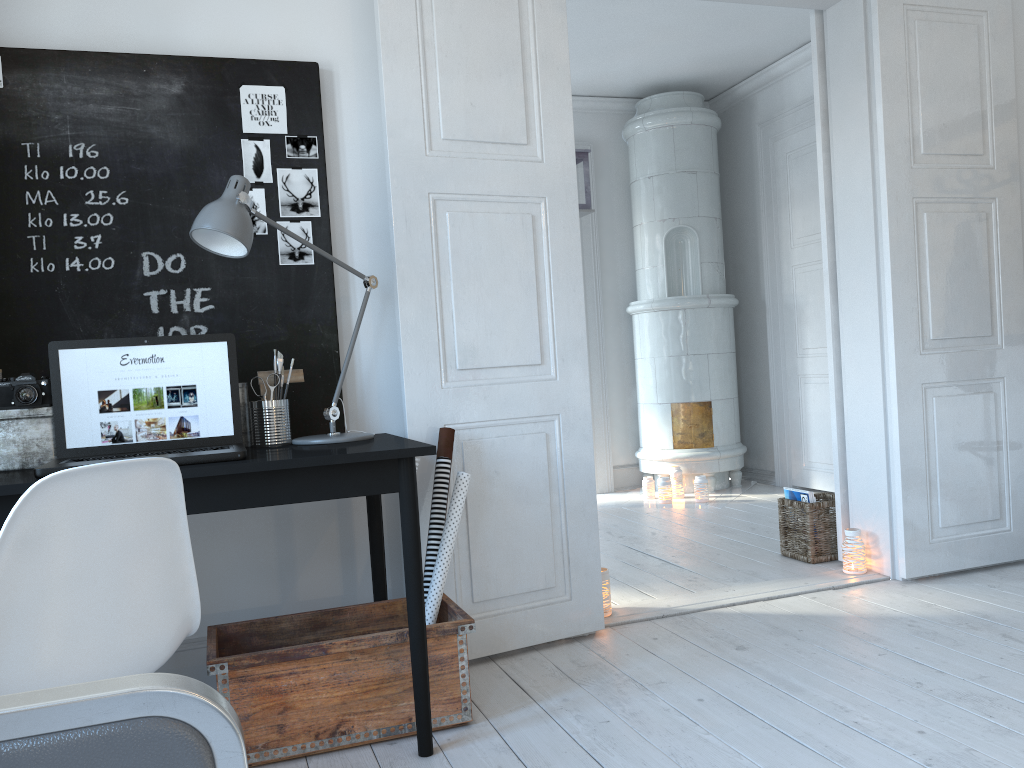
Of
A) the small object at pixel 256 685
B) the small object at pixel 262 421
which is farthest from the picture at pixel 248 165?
the small object at pixel 256 685

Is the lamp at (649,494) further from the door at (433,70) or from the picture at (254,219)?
the picture at (254,219)

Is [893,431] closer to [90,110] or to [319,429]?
[319,429]

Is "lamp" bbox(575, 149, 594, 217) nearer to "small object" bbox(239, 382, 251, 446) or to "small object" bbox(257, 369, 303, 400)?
"small object" bbox(257, 369, 303, 400)

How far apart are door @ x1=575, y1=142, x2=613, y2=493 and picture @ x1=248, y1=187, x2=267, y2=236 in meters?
3.9

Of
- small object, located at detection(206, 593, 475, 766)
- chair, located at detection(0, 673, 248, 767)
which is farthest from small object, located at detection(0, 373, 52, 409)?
chair, located at detection(0, 673, 248, 767)

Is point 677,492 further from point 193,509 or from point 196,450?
point 193,509

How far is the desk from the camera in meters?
2.0

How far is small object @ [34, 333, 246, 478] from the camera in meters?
2.2 m

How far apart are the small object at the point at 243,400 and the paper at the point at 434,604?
0.6 meters
